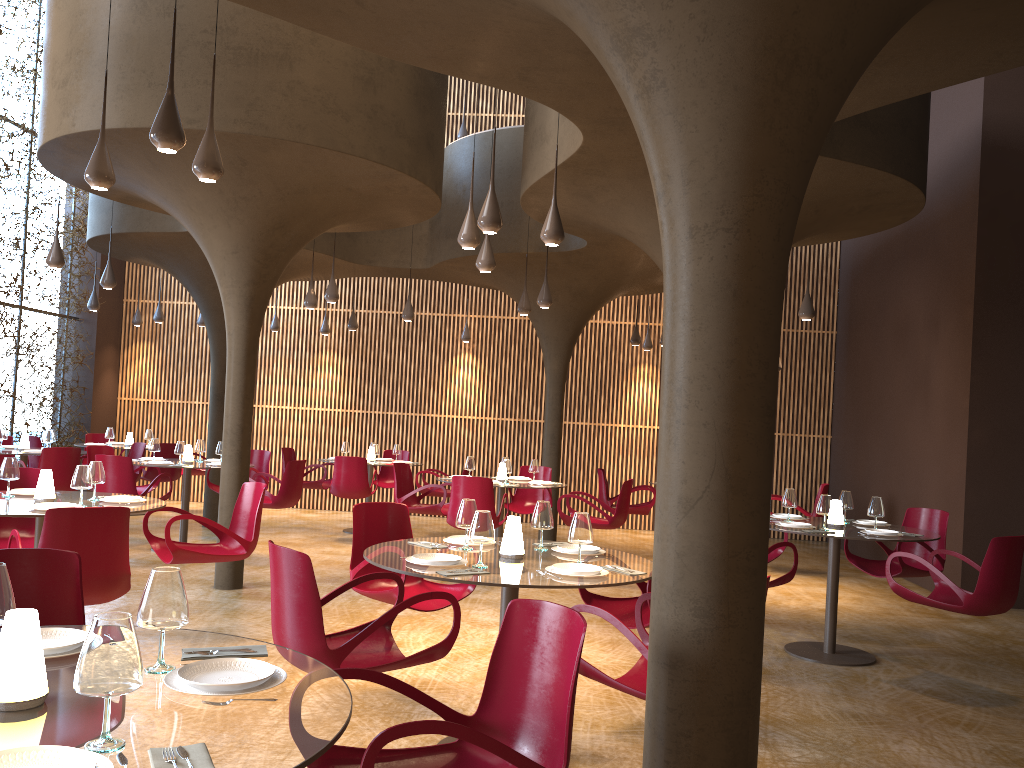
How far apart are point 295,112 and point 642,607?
5.0 meters

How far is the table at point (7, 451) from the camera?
11.8 meters

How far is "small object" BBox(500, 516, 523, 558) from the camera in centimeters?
497cm

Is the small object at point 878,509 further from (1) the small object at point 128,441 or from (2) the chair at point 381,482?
(1) the small object at point 128,441

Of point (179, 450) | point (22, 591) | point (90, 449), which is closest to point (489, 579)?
point (22, 591)

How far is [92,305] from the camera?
14.4 meters

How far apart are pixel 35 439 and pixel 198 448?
3.6m

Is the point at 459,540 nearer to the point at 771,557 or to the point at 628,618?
the point at 628,618

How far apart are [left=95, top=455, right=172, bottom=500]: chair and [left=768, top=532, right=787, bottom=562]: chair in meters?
7.0

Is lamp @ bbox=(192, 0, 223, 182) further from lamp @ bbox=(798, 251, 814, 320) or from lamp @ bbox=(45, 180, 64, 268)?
lamp @ bbox=(798, 251, 814, 320)
